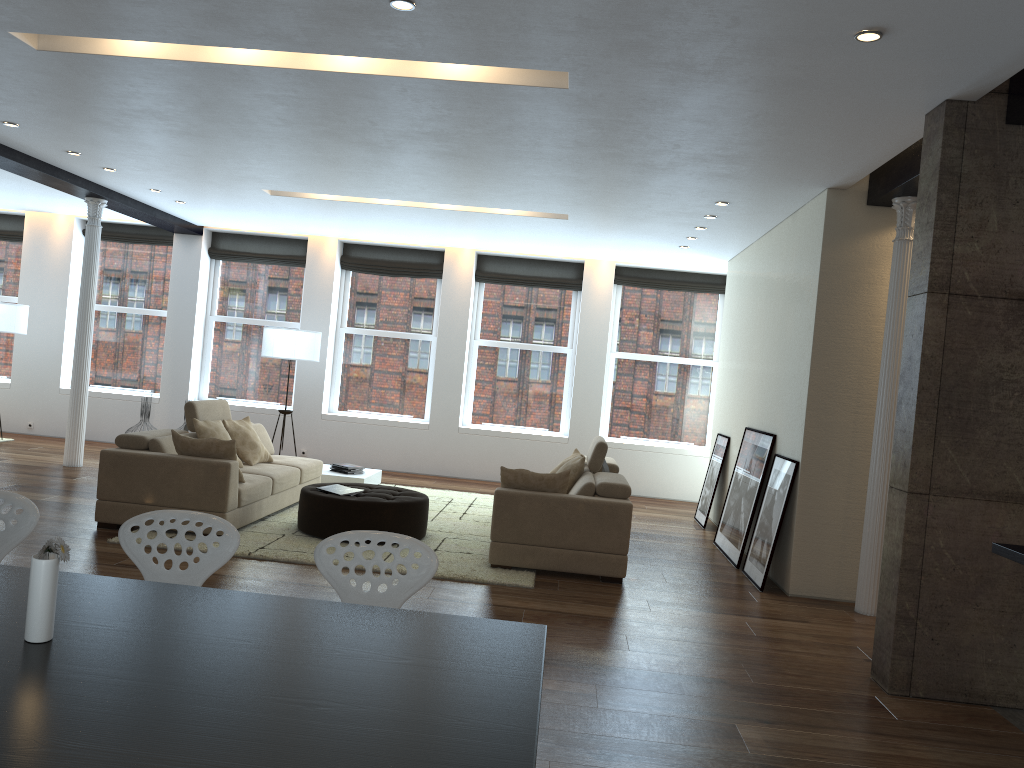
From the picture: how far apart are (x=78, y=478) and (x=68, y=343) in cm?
405

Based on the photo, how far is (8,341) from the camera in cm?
1241

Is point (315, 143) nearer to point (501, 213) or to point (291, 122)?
point (291, 122)

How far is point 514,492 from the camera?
6.4 meters

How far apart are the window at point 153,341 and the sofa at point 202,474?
4.1m

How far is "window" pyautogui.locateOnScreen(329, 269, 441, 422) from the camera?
12.0m

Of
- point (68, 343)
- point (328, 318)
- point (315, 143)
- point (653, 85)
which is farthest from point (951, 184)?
point (68, 343)

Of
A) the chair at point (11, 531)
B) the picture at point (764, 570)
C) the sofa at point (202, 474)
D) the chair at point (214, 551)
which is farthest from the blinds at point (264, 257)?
the chair at point (214, 551)

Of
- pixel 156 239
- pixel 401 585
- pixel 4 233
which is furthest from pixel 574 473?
pixel 4 233

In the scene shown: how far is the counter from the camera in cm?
335
